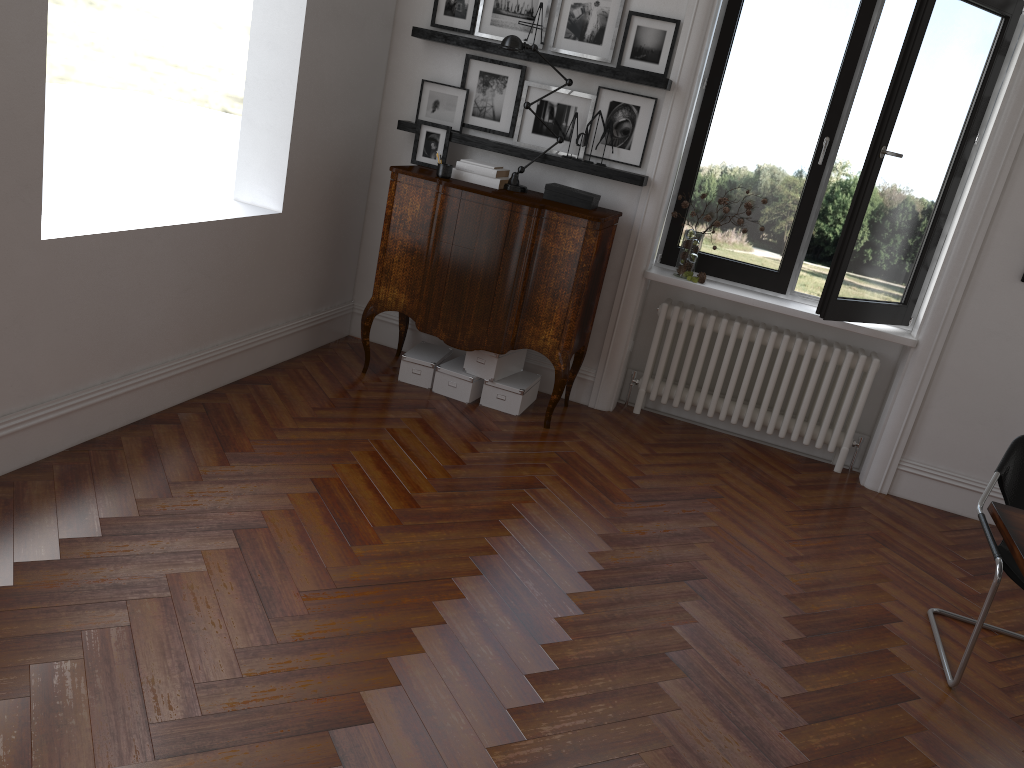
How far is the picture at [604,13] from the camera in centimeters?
494cm

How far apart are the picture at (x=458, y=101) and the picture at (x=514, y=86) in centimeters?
4cm

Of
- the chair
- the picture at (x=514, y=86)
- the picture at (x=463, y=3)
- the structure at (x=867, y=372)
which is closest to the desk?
the chair

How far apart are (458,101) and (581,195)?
1.0 meters

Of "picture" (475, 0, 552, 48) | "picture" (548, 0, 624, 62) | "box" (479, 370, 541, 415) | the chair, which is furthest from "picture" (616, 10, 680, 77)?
the chair

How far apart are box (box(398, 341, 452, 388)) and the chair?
2.9m

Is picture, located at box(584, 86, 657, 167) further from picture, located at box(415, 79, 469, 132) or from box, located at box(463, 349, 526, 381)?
box, located at box(463, 349, 526, 381)

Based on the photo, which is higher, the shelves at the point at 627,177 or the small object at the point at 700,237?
the shelves at the point at 627,177

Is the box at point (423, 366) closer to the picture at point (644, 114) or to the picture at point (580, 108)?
the picture at point (580, 108)

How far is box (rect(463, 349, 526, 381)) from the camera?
5.1m
